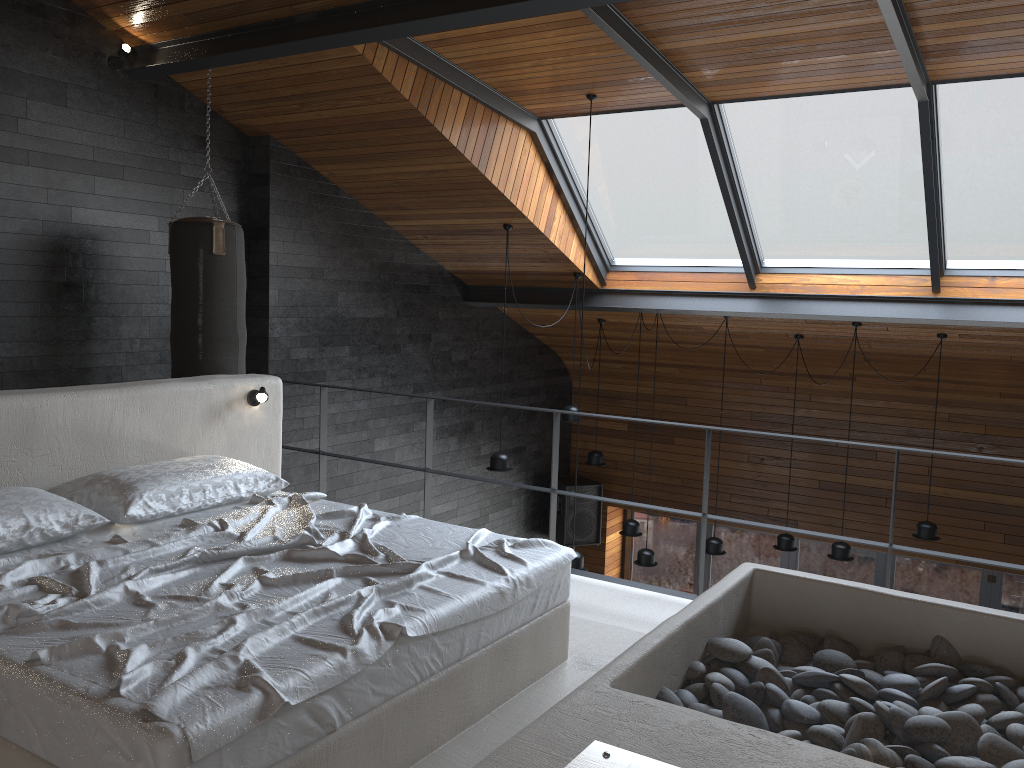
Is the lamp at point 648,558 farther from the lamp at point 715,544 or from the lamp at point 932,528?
the lamp at point 932,528

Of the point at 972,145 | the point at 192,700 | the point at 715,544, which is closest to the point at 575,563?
the point at 715,544

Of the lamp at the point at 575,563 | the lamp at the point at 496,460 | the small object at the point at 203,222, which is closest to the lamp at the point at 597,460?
the lamp at the point at 496,460

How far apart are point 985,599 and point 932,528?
2.3 meters

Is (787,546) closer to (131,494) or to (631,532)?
(631,532)

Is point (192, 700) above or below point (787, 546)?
above

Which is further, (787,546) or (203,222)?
(787,546)

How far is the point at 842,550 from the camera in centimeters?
713cm

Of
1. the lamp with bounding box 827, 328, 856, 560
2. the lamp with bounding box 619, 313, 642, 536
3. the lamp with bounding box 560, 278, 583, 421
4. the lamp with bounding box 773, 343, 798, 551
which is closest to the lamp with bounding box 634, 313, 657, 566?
the lamp with bounding box 619, 313, 642, 536

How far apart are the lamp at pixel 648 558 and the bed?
4.3m
